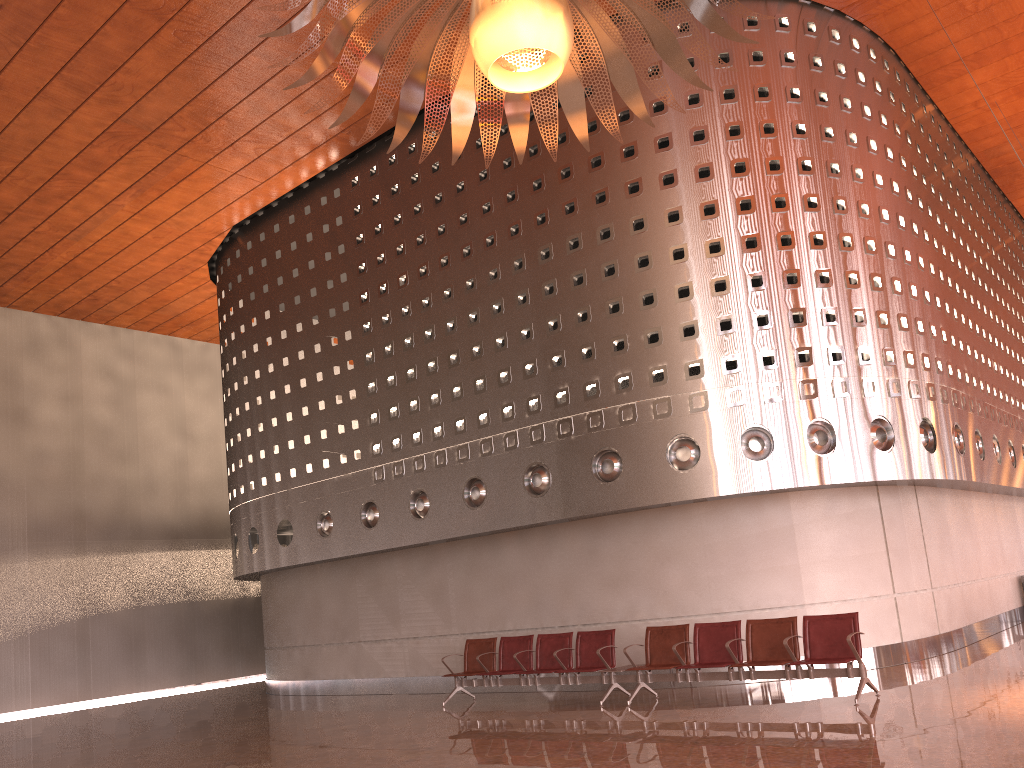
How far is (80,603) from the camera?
19.8 meters

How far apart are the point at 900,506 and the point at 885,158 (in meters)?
5.01
